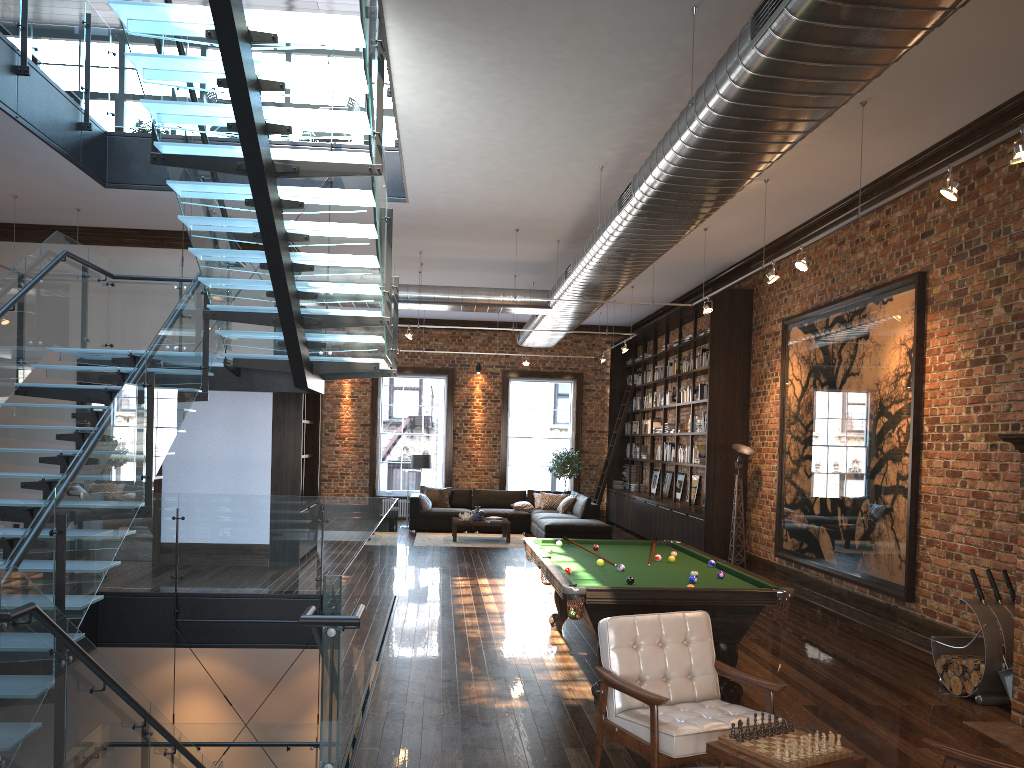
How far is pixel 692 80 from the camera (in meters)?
5.35

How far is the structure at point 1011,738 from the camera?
5.49m

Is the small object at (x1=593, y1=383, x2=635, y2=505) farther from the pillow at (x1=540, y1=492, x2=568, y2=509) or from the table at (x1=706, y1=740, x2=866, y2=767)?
the table at (x1=706, y1=740, x2=866, y2=767)

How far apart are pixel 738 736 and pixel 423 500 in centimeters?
1352cm

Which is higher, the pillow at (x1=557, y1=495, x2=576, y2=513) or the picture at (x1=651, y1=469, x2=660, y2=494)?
the picture at (x1=651, y1=469, x2=660, y2=494)

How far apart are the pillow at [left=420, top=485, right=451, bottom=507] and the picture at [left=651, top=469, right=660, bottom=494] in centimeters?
413cm

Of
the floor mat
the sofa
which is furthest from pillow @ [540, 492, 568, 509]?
the floor mat

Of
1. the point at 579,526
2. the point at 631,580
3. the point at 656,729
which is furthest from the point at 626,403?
the point at 656,729

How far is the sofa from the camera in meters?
14.9

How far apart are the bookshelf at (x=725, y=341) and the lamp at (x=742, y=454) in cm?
54
